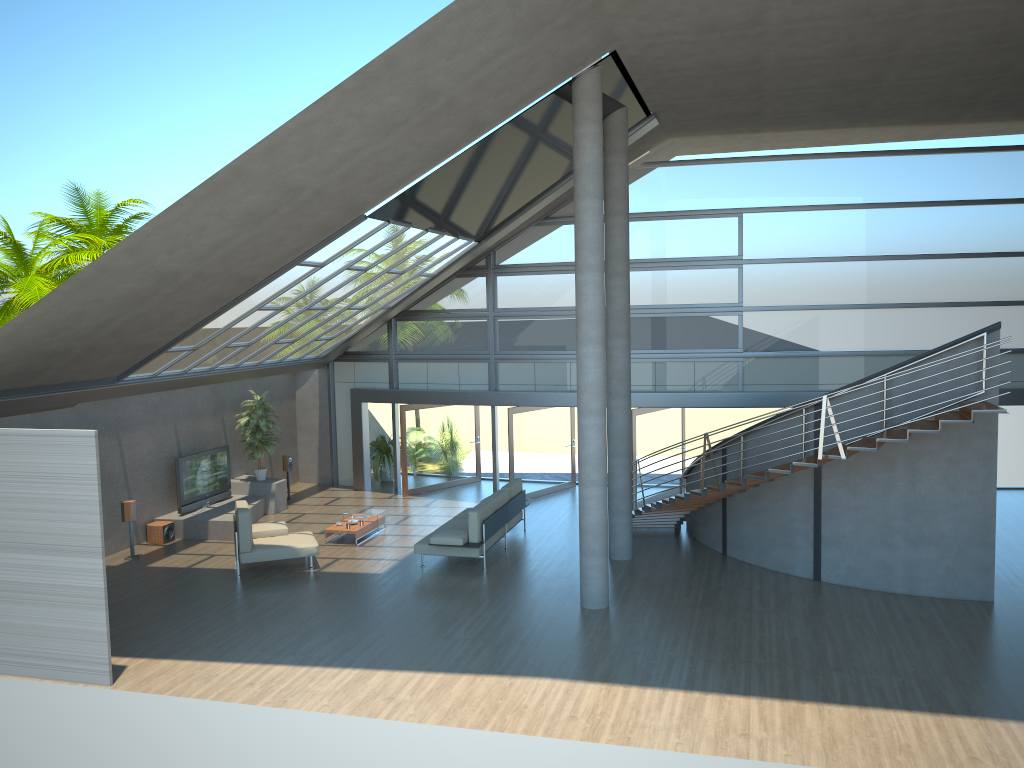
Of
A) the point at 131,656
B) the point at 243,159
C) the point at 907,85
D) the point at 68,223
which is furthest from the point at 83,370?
the point at 68,223

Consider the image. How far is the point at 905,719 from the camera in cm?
834

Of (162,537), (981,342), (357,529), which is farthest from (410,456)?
(981,342)

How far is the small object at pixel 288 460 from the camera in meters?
18.7 m

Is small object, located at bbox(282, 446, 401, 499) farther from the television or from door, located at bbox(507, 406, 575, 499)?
door, located at bbox(507, 406, 575, 499)

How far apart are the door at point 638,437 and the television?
8.0 meters

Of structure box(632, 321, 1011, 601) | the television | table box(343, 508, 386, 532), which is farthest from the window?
table box(343, 508, 386, 532)

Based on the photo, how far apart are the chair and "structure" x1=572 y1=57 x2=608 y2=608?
4.4m

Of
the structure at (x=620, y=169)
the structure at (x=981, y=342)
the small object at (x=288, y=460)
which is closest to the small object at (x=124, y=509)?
the small object at (x=288, y=460)

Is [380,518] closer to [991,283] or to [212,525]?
[212,525]
